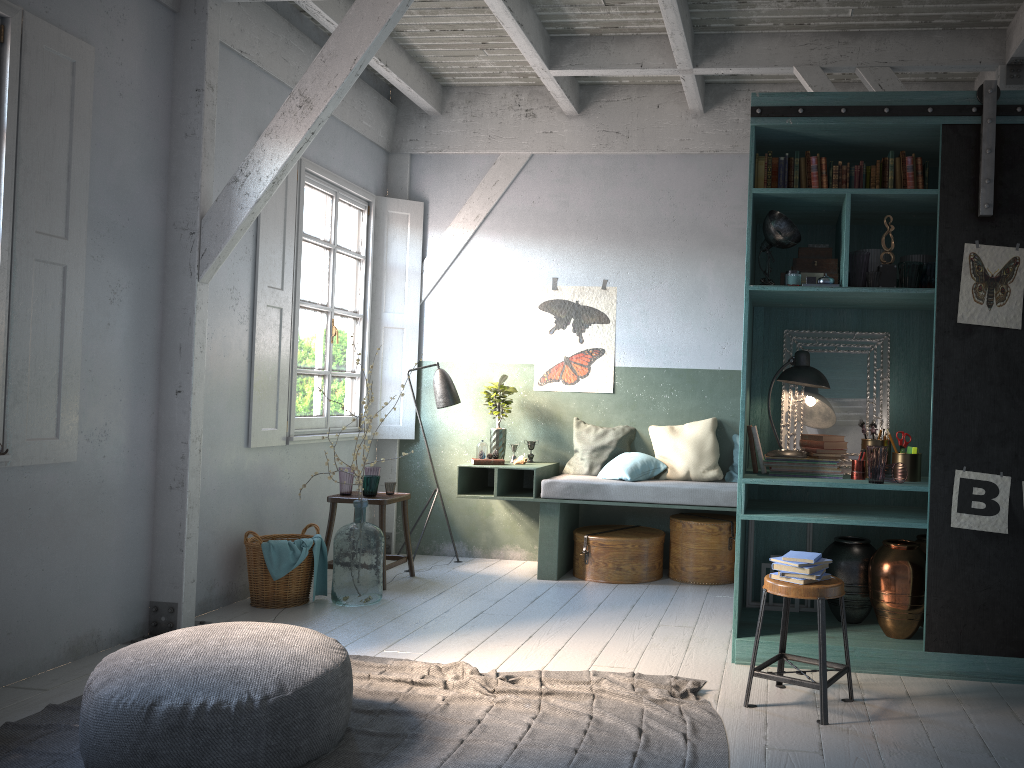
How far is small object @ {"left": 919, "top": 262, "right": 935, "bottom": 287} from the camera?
4.87m

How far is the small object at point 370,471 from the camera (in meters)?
7.33

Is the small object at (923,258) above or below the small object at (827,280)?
above

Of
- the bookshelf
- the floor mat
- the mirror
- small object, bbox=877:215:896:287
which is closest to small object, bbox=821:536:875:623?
the bookshelf

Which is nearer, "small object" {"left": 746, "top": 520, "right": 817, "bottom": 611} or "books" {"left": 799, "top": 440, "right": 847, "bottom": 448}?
"books" {"left": 799, "top": 440, "right": 847, "bottom": 448}

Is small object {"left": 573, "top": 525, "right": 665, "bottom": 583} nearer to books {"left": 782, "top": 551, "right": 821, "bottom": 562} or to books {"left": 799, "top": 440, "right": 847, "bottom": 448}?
books {"left": 799, "top": 440, "right": 847, "bottom": 448}

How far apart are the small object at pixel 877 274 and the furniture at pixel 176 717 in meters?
3.4

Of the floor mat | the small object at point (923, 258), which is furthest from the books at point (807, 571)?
the small object at point (923, 258)

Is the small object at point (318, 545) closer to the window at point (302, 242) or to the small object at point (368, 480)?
the small object at point (368, 480)

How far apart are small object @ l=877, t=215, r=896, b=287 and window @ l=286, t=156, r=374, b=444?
4.4 meters
